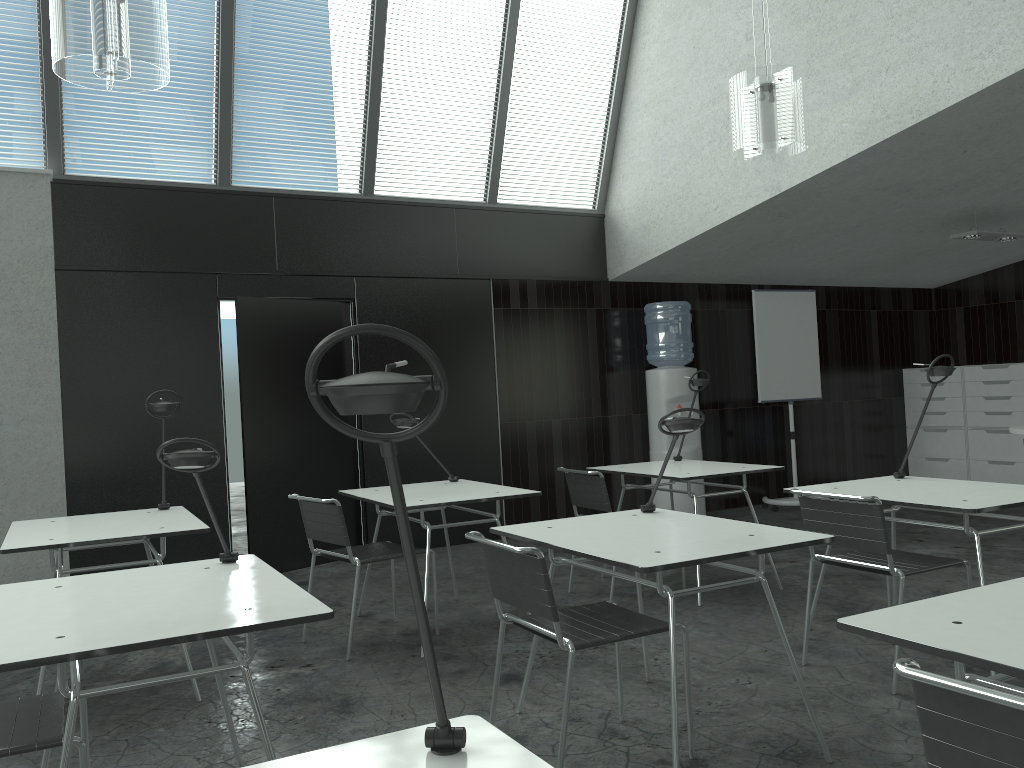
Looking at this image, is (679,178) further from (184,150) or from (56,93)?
(56,93)

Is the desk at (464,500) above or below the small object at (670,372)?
below

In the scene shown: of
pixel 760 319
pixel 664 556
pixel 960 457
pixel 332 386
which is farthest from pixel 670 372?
pixel 332 386

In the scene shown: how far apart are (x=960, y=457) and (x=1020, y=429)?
3.0m

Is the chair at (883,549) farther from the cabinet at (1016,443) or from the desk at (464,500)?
the cabinet at (1016,443)

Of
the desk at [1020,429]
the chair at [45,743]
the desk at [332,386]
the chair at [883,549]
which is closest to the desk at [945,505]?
the chair at [883,549]

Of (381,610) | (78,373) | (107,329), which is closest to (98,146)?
(107,329)

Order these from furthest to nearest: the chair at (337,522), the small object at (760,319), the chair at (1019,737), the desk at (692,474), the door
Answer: the small object at (760,319)
the door
the desk at (692,474)
the chair at (337,522)
the chair at (1019,737)

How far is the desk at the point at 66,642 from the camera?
1.8 meters

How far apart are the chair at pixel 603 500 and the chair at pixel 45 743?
2.7 meters
